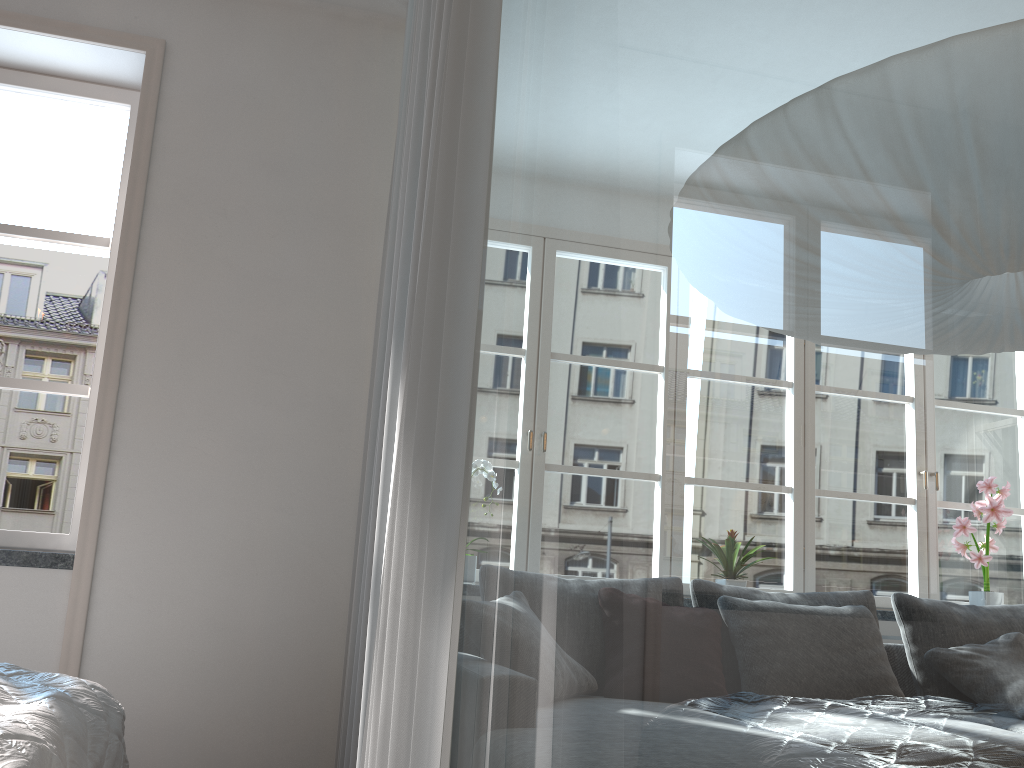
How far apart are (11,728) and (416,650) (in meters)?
0.69

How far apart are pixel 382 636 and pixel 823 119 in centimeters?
84cm

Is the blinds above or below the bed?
above

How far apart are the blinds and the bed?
A: 0.5m

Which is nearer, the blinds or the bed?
the blinds

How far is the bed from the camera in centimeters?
132cm

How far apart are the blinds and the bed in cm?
47

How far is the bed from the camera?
1.3 meters

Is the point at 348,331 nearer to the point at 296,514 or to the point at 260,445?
the point at 260,445

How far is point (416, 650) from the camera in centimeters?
111cm
